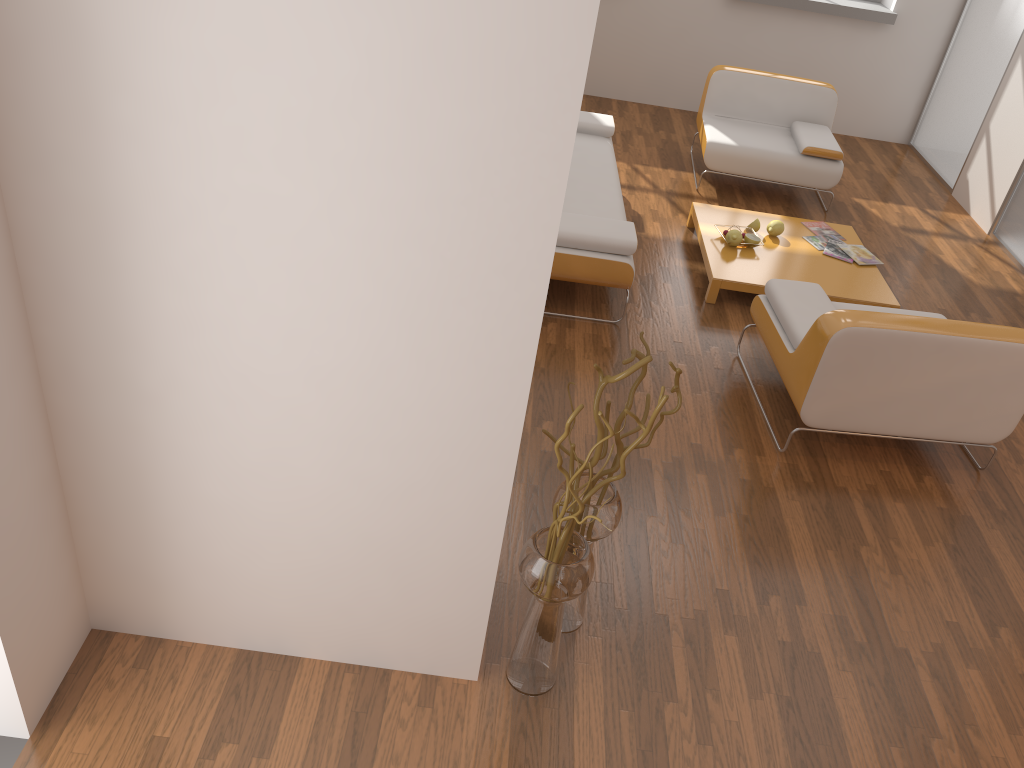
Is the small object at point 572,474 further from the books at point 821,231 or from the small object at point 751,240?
the books at point 821,231

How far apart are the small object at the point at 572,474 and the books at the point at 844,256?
3.1 meters

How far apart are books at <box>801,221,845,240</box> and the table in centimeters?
5cm

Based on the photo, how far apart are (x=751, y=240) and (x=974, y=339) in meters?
1.8

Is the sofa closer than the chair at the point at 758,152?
Yes

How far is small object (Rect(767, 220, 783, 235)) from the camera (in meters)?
5.10

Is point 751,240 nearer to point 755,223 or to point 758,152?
point 755,223

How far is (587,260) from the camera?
4.2m

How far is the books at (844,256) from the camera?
5.0 meters

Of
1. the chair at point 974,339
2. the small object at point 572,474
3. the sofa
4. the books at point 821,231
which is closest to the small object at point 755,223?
the books at point 821,231
